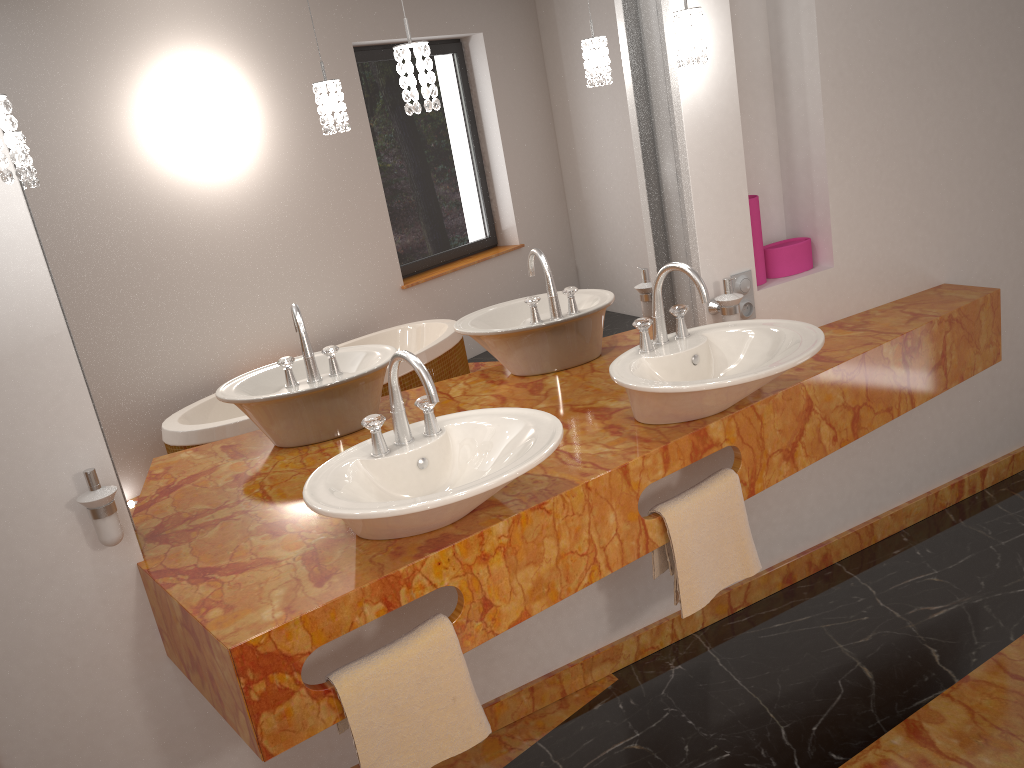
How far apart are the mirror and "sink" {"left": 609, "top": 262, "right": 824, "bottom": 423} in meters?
0.2

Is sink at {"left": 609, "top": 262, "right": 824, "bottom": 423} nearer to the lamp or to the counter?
the counter

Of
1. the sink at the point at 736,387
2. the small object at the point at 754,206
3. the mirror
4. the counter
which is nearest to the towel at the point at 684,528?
the counter

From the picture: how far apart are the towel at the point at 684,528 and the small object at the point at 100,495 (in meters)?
0.48

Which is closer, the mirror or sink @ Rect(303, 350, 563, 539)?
sink @ Rect(303, 350, 563, 539)

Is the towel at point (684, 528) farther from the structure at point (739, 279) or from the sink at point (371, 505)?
the structure at point (739, 279)

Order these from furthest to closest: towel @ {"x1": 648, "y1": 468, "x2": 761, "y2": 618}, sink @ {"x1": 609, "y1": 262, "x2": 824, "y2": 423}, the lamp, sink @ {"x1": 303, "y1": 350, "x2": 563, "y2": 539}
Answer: towel @ {"x1": 648, "y1": 468, "x2": 761, "y2": 618}, sink @ {"x1": 609, "y1": 262, "x2": 824, "y2": 423}, sink @ {"x1": 303, "y1": 350, "x2": 563, "y2": 539}, the lamp

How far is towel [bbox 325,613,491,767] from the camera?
1.63m

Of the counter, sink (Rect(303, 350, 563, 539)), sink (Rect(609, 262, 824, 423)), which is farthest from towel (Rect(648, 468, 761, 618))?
sink (Rect(303, 350, 563, 539))

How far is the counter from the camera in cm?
158
